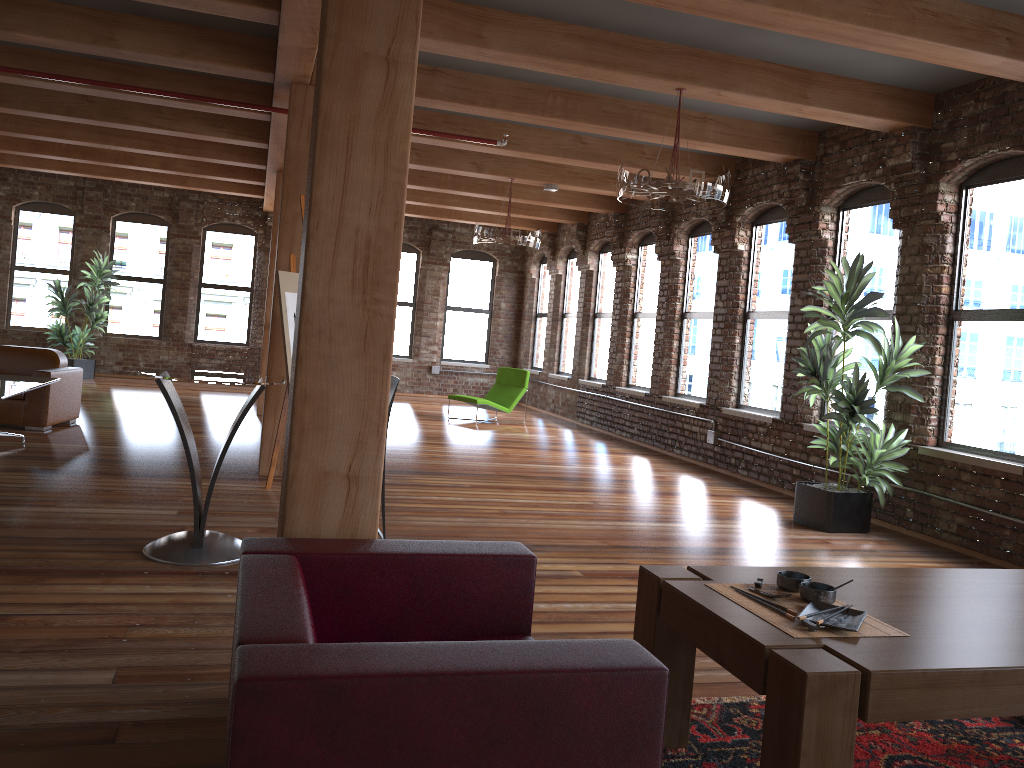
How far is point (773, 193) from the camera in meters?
8.8

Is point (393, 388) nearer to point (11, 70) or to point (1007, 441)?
point (1007, 441)

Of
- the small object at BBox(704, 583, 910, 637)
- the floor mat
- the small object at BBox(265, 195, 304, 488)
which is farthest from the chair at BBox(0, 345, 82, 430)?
the small object at BBox(704, 583, 910, 637)

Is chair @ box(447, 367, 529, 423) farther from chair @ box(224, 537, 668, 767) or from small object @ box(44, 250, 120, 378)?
chair @ box(224, 537, 668, 767)

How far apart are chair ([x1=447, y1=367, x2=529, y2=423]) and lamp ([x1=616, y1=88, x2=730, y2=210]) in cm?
605

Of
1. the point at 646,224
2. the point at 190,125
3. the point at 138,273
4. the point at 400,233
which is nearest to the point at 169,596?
the point at 400,233

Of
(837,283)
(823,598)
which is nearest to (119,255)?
(837,283)

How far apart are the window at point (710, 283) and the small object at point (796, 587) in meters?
7.5

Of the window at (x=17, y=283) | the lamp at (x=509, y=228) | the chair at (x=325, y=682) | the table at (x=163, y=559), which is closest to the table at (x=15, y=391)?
the table at (x=163, y=559)

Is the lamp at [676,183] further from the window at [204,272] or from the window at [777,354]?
the window at [204,272]
